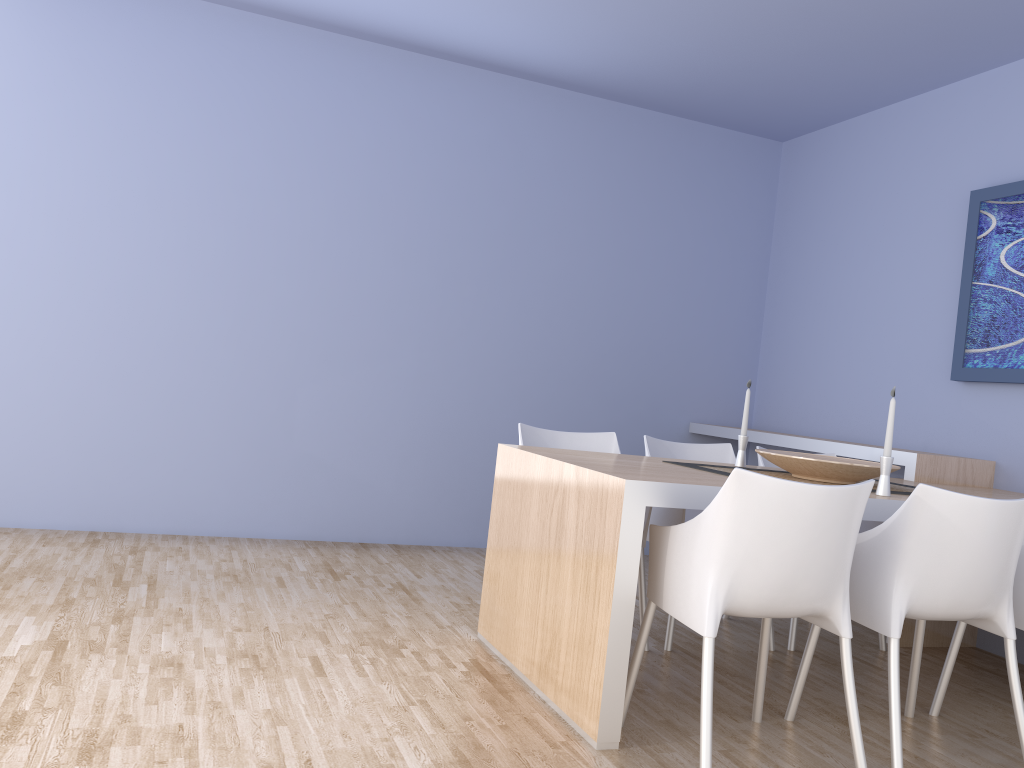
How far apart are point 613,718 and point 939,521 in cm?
103

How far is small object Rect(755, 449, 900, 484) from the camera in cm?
295

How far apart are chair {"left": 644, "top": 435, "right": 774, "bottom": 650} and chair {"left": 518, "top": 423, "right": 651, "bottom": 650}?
0.1m

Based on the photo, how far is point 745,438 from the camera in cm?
348

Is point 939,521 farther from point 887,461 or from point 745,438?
point 745,438

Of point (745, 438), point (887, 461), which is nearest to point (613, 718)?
point (887, 461)

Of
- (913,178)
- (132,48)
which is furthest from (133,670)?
(913,178)

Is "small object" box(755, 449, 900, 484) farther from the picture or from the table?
the picture

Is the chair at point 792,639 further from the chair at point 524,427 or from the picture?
the picture

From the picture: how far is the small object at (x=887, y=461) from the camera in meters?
2.8 m
